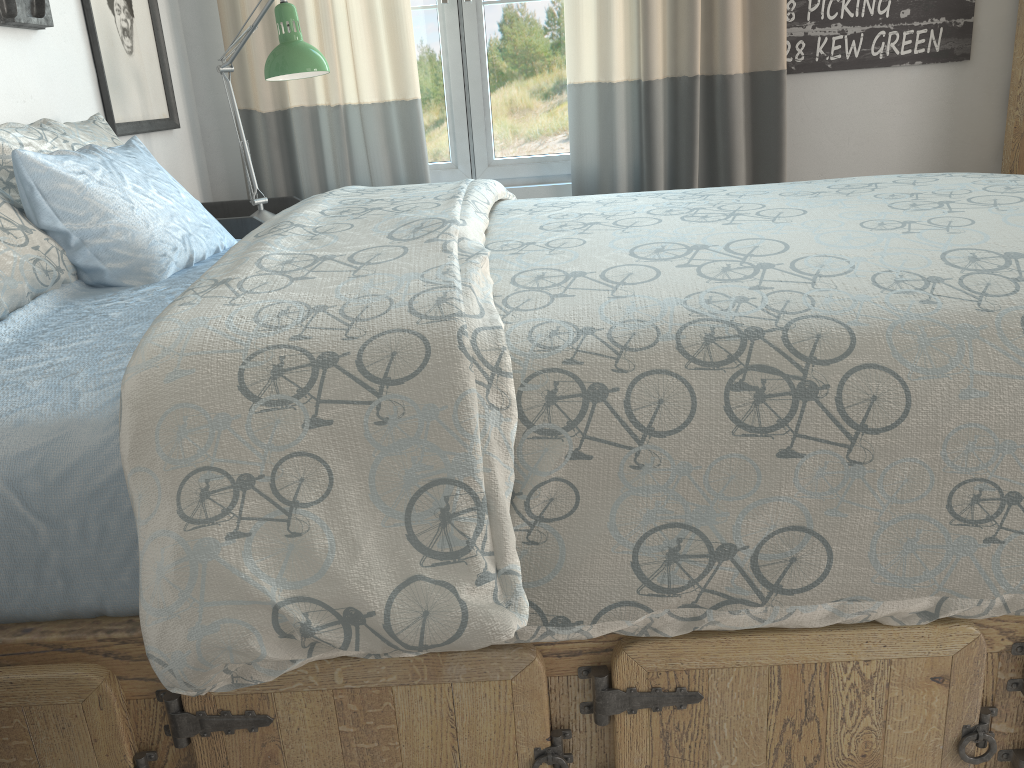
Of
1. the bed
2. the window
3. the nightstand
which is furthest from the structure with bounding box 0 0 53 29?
the window

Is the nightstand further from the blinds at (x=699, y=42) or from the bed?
the blinds at (x=699, y=42)

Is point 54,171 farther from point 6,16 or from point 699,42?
point 699,42

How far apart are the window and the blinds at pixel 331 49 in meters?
0.2 m

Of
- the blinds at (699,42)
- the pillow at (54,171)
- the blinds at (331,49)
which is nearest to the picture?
the blinds at (331,49)

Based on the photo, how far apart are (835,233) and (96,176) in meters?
1.1 m

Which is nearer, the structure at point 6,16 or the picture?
the structure at point 6,16

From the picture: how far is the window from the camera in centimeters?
264cm

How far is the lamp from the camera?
2.0m

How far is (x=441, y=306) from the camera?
0.9 meters
